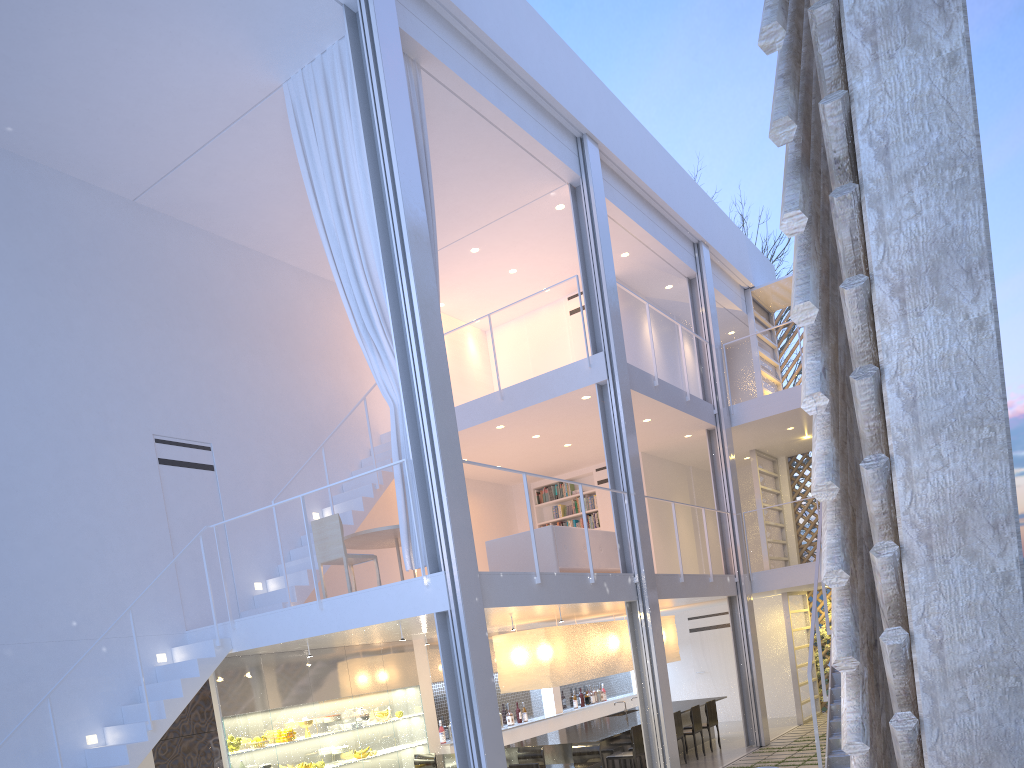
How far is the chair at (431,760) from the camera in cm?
529

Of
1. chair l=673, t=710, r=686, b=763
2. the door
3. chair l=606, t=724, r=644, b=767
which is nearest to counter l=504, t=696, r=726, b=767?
chair l=606, t=724, r=644, b=767

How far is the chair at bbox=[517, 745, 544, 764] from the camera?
4.8 meters

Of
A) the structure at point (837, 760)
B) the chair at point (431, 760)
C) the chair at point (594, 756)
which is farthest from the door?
the chair at point (594, 756)

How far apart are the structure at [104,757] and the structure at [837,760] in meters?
2.8

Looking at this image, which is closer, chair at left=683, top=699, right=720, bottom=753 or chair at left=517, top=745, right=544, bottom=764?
chair at left=517, top=745, right=544, bottom=764

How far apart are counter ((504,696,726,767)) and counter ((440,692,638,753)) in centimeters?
47cm

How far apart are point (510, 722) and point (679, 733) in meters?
1.4 m

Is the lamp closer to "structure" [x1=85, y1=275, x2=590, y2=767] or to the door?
"structure" [x1=85, y1=275, x2=590, y2=767]

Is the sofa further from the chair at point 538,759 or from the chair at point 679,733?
the chair at point 679,733
